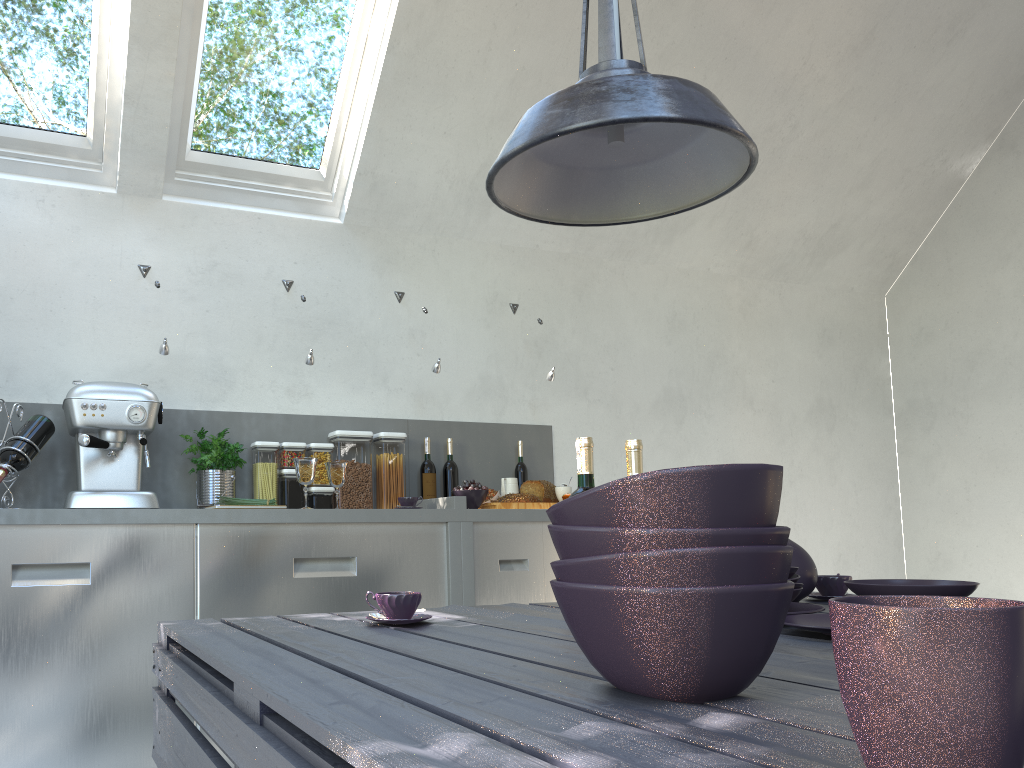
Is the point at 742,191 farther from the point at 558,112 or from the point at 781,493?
the point at 558,112

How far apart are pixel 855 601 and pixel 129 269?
3.4 meters

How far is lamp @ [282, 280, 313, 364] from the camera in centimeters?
346cm

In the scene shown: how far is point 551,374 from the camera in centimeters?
402cm

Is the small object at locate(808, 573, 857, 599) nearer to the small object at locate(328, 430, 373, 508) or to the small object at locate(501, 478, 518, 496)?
the small object at locate(501, 478, 518, 496)

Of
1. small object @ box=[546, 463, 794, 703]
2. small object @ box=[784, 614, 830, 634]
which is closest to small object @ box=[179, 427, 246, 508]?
small object @ box=[784, 614, 830, 634]

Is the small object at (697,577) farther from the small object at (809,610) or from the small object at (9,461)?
the small object at (9,461)

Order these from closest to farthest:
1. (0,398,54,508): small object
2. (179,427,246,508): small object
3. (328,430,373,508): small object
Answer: (0,398,54,508): small object → (179,427,246,508): small object → (328,430,373,508): small object

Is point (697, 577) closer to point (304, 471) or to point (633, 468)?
point (633, 468)

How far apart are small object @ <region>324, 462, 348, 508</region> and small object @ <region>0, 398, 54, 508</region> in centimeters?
96cm
